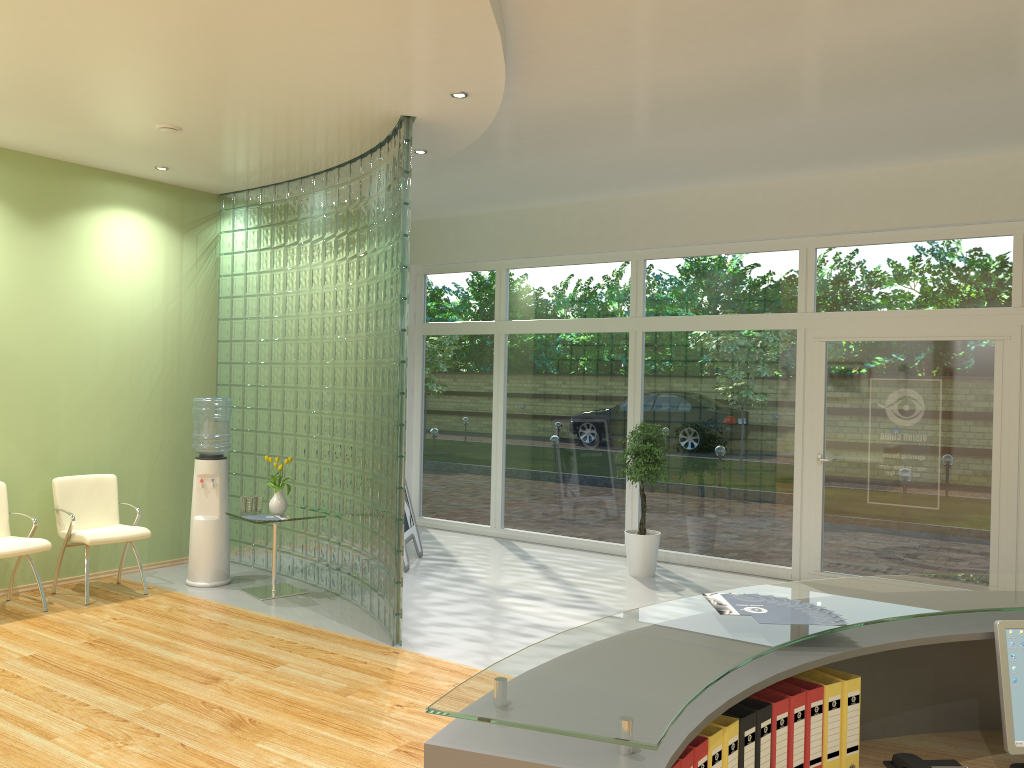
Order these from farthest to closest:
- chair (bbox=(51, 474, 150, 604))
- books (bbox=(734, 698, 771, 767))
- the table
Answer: the table → chair (bbox=(51, 474, 150, 604)) → books (bbox=(734, 698, 771, 767))

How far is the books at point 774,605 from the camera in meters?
2.3

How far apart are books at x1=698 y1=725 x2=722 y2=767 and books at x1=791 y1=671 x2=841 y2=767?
0.4 meters

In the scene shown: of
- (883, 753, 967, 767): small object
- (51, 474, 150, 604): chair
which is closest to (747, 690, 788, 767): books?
(883, 753, 967, 767): small object

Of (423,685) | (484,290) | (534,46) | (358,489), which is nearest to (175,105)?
(534,46)

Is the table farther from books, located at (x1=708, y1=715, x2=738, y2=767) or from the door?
books, located at (x1=708, y1=715, x2=738, y2=767)

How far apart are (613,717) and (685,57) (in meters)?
4.23

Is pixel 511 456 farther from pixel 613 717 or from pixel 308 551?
pixel 613 717

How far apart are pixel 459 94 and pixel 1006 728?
4.2 meters

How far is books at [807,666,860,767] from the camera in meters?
2.1 m
